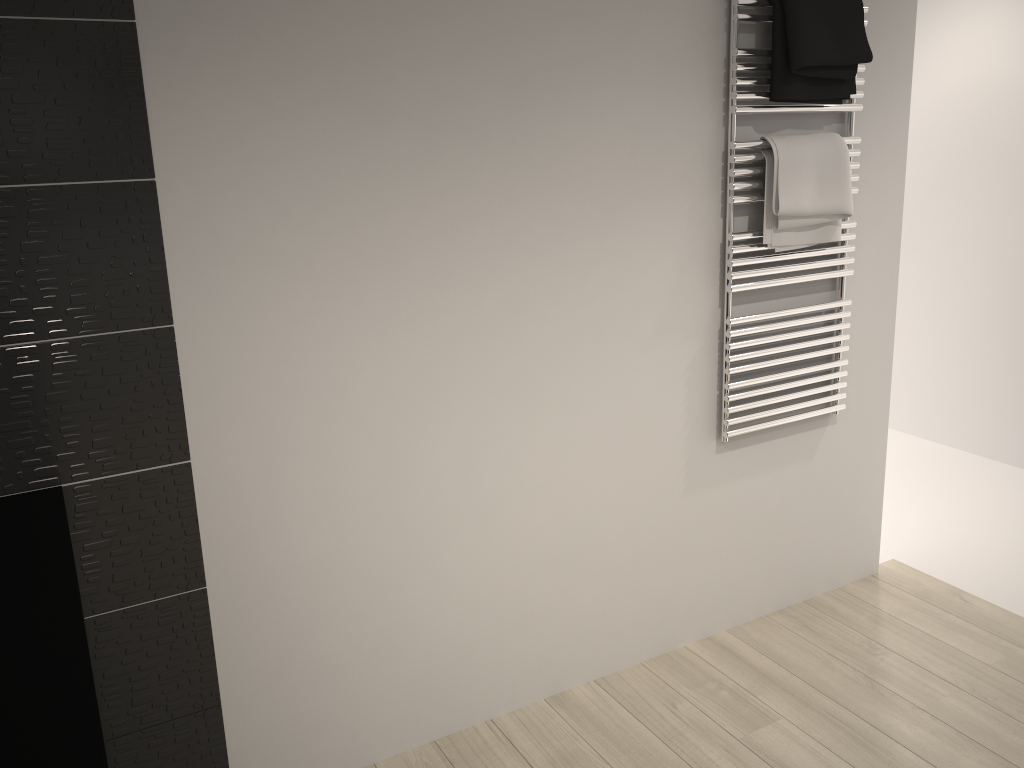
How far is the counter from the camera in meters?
0.9

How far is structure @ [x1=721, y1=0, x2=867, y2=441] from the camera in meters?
2.2

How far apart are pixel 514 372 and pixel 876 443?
A: 1.4m

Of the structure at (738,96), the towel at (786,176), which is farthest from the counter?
the towel at (786,176)

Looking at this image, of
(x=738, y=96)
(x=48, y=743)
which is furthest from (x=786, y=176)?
(x=48, y=743)

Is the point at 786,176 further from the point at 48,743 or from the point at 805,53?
the point at 48,743

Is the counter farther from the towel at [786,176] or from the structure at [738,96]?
the towel at [786,176]

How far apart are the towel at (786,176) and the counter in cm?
177

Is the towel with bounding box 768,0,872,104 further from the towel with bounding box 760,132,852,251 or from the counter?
the counter

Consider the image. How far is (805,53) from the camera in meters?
2.2 m
